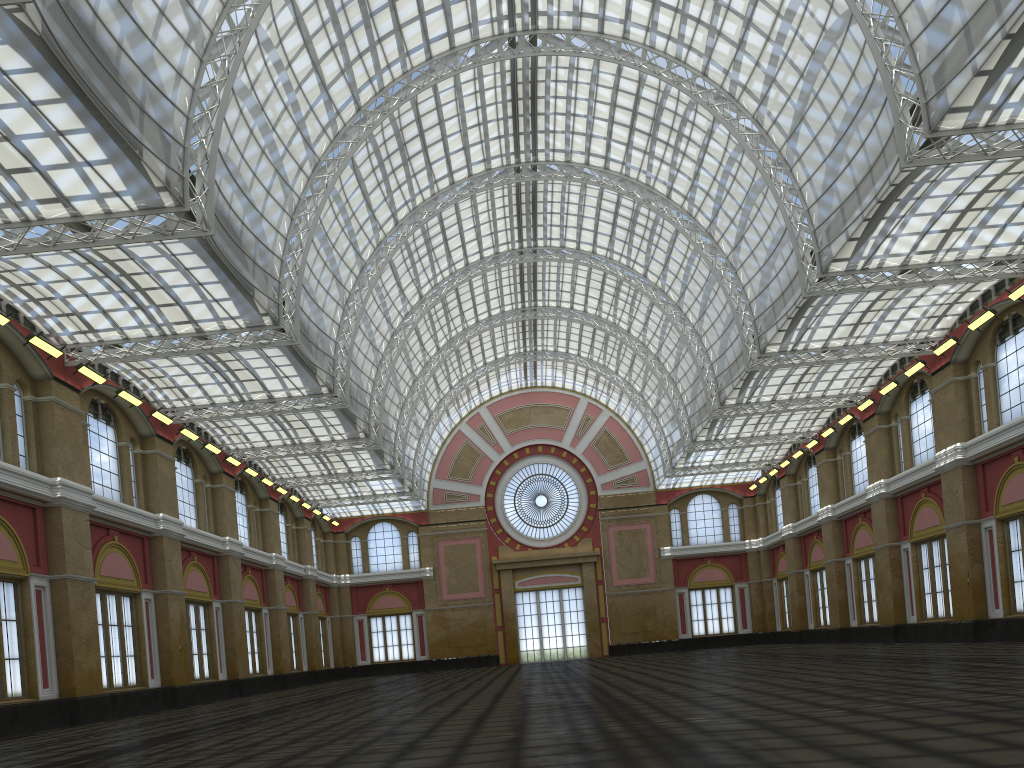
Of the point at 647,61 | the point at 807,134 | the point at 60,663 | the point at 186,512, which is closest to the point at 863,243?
the point at 807,134
